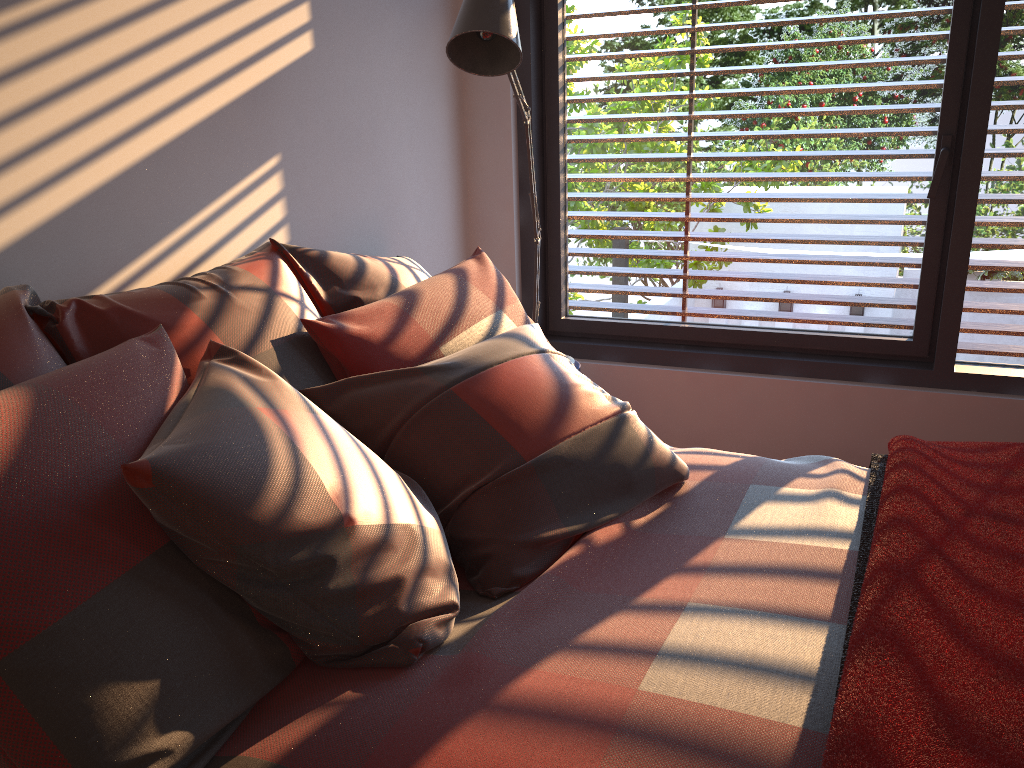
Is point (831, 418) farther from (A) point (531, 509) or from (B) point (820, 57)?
(A) point (531, 509)

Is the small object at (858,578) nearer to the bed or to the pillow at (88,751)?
the bed

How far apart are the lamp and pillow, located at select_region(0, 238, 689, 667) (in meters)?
0.56

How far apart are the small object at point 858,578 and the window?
0.88m

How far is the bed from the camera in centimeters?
109cm

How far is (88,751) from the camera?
1.04m

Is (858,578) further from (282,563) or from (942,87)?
(942,87)

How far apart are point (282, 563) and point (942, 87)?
2.6m

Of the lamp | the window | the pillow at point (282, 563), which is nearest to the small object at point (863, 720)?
the pillow at point (282, 563)

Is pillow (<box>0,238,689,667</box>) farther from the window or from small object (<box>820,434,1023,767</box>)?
the window
